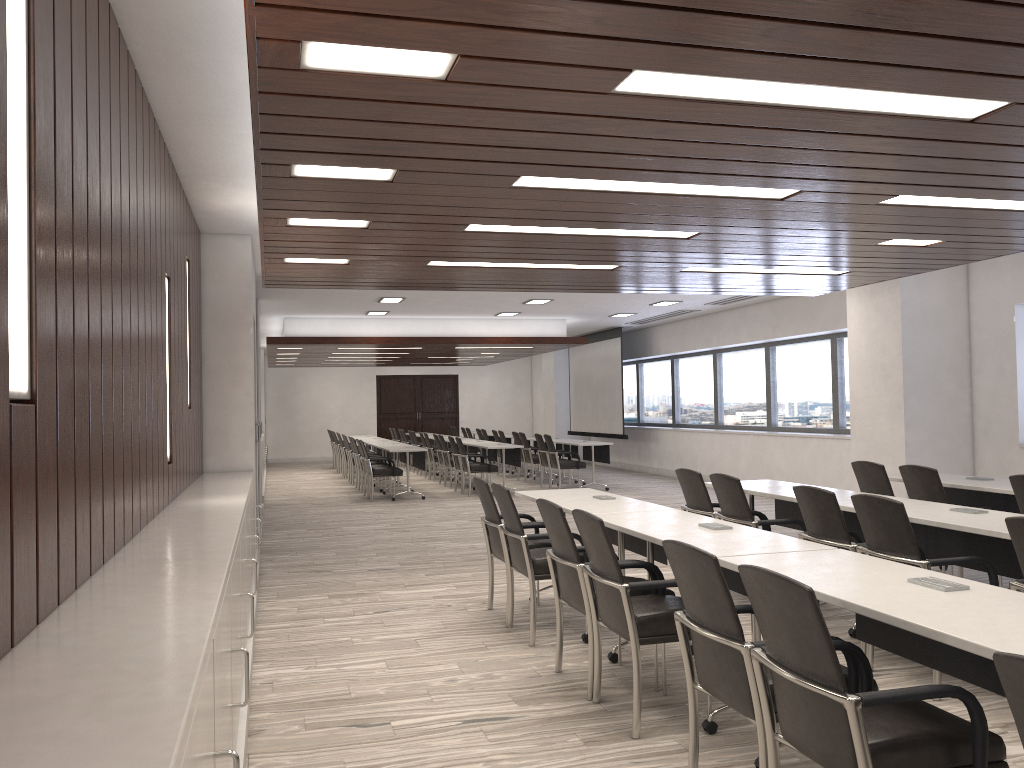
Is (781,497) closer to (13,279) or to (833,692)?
(833,692)

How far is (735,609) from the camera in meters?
2.8

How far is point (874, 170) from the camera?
4.11m

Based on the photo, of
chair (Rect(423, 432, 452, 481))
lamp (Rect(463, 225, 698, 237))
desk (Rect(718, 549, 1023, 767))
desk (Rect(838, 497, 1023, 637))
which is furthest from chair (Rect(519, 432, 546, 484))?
desk (Rect(718, 549, 1023, 767))

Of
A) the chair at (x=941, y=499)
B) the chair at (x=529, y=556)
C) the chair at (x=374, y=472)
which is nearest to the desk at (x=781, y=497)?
the chair at (x=941, y=499)

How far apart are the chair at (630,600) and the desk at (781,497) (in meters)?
1.81

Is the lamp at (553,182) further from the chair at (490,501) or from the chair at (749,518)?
the chair at (490,501)

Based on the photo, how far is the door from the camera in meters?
24.6 m

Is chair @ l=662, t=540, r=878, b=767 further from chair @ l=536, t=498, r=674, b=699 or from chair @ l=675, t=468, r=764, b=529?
chair @ l=675, t=468, r=764, b=529

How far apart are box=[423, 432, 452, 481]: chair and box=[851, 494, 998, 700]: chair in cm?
1268
